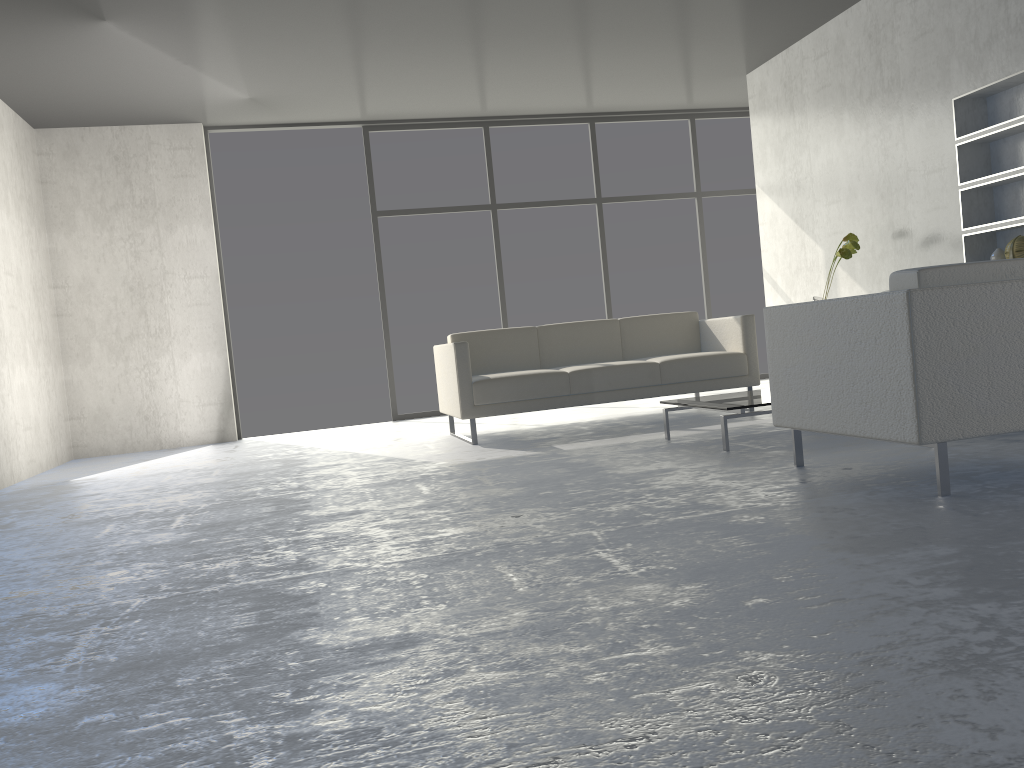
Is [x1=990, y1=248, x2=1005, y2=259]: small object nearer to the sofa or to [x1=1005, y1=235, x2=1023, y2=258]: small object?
[x1=1005, y1=235, x2=1023, y2=258]: small object

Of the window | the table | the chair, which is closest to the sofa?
the table

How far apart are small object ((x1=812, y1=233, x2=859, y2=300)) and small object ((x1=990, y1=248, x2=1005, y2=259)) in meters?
0.8

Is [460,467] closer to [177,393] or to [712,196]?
[177,393]

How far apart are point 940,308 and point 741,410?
1.41m

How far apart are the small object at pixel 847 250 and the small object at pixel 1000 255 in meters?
0.8

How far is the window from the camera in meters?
7.4 m

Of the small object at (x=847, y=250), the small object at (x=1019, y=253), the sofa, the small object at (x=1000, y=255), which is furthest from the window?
the small object at (x=1019, y=253)

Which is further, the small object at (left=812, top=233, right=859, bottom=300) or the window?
the window

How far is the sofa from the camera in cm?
507
